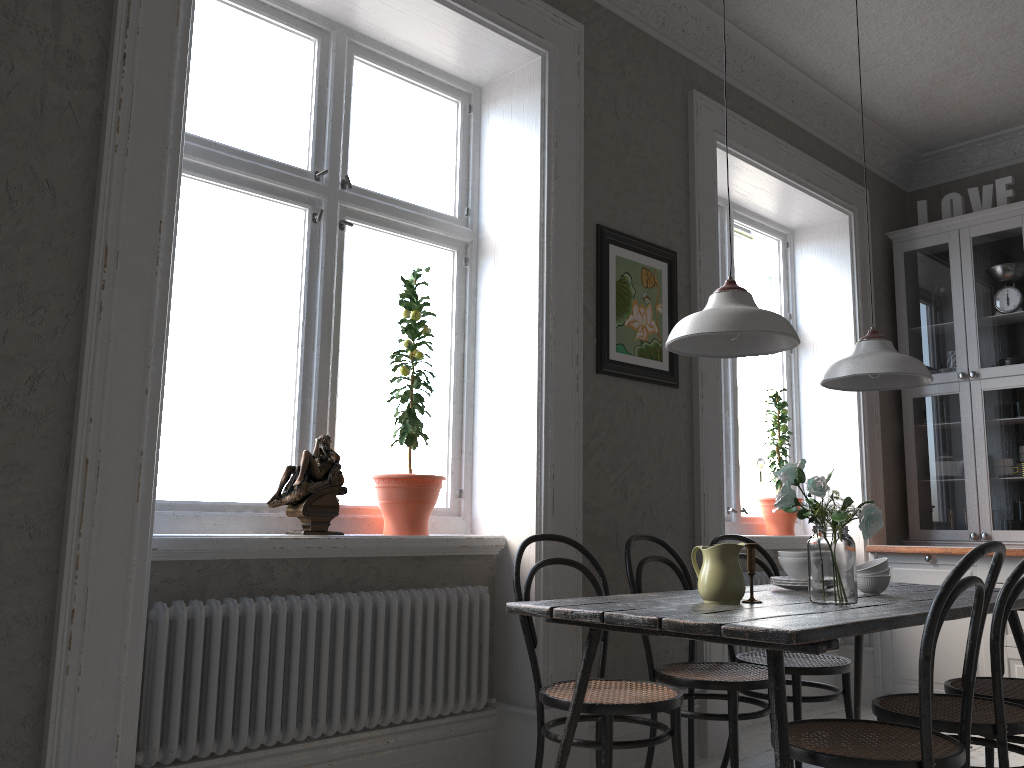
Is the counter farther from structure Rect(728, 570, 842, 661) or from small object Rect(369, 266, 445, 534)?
small object Rect(369, 266, 445, 534)

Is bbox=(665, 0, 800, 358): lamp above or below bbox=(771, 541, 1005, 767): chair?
above

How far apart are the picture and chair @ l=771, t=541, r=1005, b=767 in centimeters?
158cm

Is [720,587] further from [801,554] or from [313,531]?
[313,531]

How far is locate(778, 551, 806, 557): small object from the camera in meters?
3.0 m

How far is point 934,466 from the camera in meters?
5.0 m

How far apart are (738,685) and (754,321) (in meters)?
1.25

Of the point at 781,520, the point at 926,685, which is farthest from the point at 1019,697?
the point at 781,520

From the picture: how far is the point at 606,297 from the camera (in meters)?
3.56

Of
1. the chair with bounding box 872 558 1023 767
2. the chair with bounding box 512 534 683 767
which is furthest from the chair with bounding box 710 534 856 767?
the chair with bounding box 512 534 683 767
